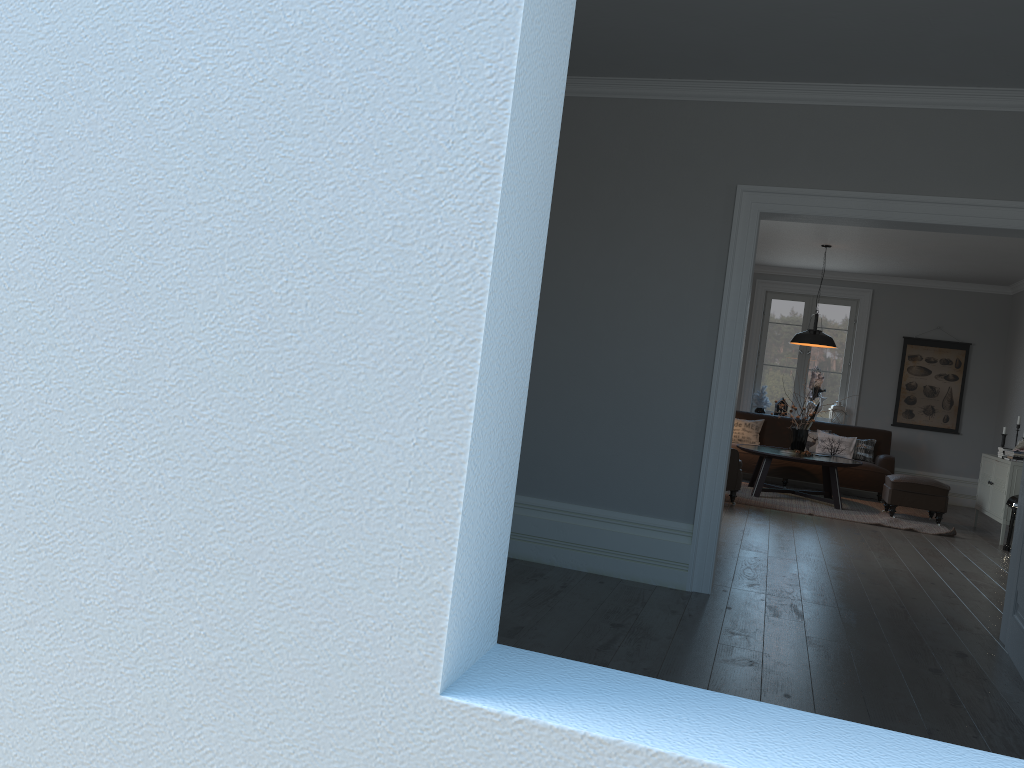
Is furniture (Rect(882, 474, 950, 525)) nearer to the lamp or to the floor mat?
the floor mat

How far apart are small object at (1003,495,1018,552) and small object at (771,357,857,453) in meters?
2.2 m

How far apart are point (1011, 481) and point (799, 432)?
2.1 meters

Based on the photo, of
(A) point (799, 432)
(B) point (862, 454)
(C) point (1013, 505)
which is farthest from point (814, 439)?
(C) point (1013, 505)

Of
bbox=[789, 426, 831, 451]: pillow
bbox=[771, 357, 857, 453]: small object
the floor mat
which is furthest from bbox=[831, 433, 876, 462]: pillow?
bbox=[771, 357, 857, 453]: small object

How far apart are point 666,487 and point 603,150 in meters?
1.9

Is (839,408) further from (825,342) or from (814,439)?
(825,342)

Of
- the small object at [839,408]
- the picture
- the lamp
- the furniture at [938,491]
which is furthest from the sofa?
the lamp

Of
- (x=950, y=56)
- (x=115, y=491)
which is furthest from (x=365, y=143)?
(x=950, y=56)

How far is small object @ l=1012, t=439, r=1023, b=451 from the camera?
8.3 meters
